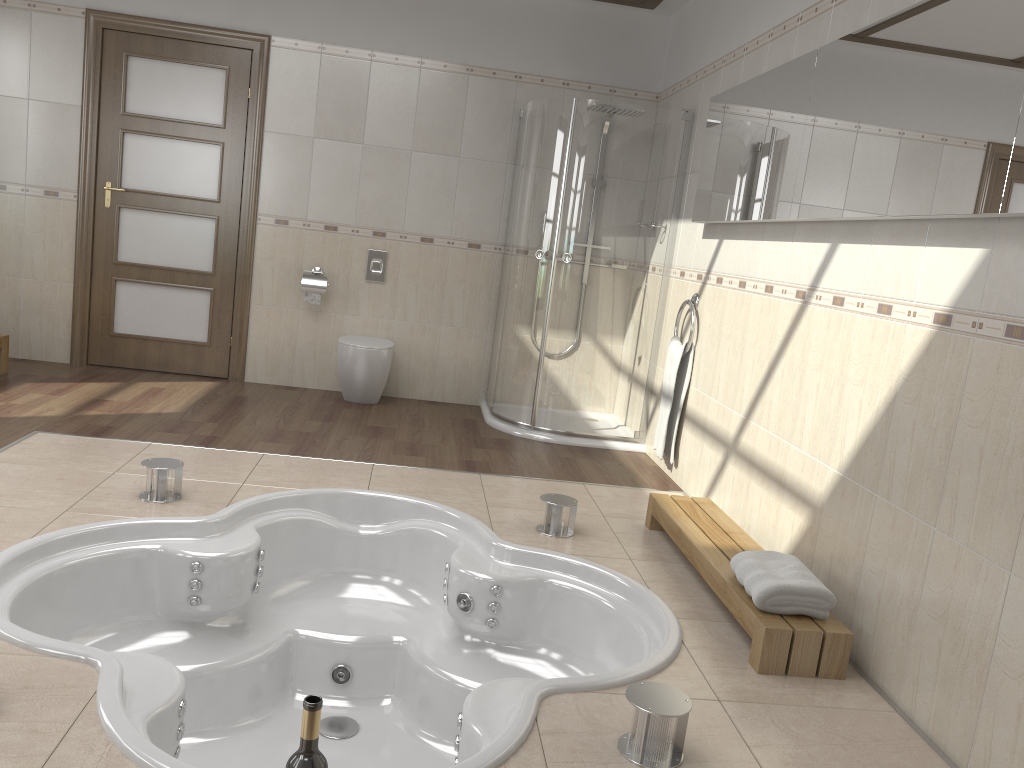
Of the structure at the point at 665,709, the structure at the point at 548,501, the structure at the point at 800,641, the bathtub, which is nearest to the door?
the bathtub

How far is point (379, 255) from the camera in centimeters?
563cm

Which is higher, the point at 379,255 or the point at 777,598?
the point at 379,255

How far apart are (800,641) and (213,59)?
4.7m

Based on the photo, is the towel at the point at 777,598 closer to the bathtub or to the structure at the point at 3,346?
the bathtub

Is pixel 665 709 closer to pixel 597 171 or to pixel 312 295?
pixel 597 171

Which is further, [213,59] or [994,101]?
[213,59]

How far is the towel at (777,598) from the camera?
2.5m

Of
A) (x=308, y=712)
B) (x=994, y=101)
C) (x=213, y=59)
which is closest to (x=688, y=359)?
(x=994, y=101)

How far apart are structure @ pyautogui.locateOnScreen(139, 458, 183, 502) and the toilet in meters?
2.0
